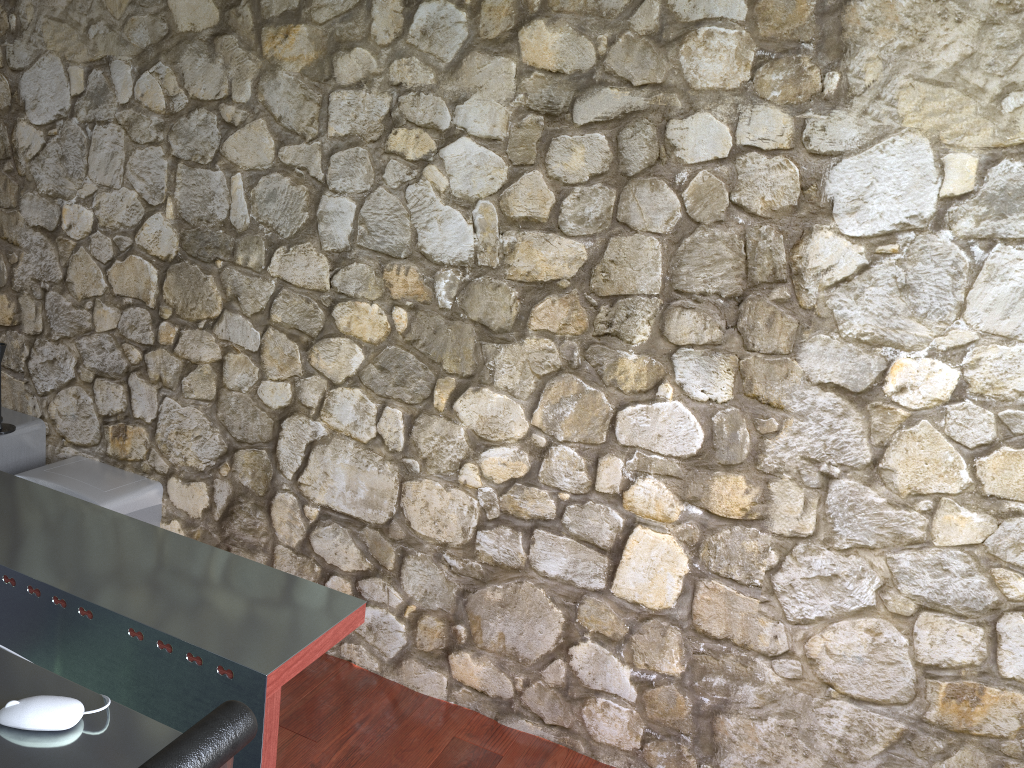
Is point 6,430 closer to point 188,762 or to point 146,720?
point 146,720

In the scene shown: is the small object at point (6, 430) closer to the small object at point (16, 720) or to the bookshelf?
the bookshelf

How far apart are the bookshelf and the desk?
1.15m

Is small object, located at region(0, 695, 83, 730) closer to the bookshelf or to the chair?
the chair

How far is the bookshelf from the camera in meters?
2.9 m

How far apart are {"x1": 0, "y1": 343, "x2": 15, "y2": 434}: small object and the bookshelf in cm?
3

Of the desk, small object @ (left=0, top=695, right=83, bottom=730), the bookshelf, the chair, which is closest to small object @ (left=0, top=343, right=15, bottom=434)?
the bookshelf

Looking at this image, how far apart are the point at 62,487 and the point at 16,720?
1.7 meters

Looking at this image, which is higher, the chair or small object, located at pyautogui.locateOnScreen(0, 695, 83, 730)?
the chair

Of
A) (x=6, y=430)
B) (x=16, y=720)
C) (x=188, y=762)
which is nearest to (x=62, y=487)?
(x=6, y=430)
